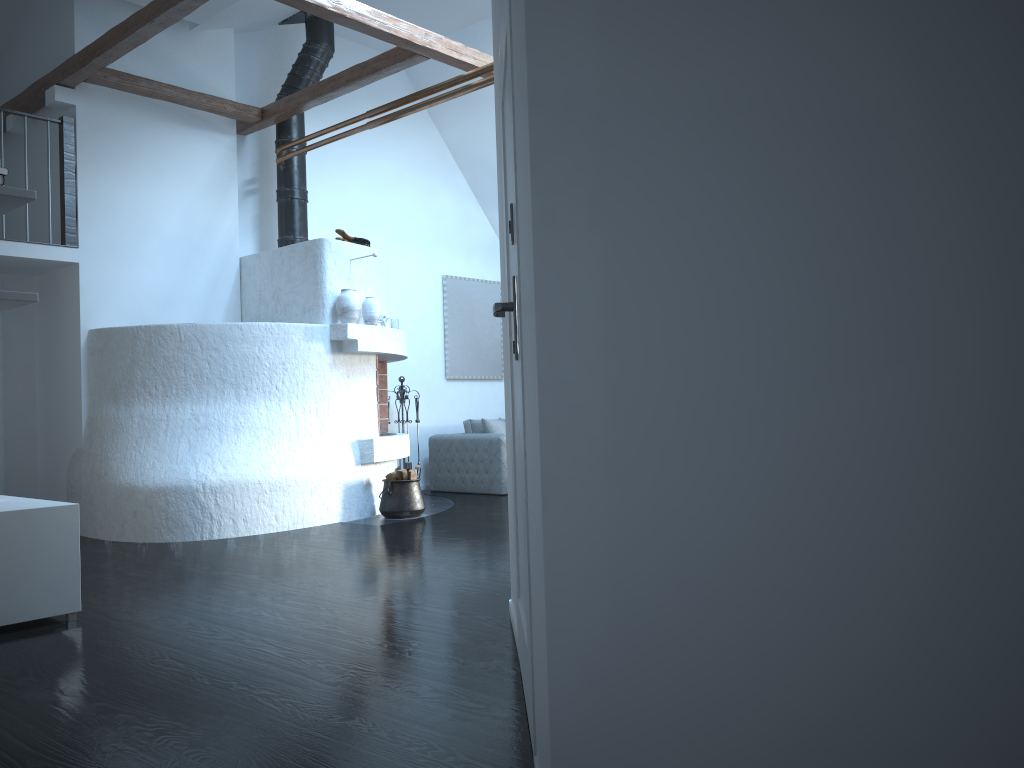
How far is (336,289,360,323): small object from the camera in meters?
7.2 m

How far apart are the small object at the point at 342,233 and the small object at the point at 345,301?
0.6 meters

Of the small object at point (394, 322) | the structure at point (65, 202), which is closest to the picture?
the small object at point (394, 322)

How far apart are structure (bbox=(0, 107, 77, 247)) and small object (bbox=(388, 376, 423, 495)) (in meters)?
3.36

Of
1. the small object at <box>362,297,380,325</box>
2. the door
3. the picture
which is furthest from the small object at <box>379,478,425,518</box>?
the door

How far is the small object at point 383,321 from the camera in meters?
7.6

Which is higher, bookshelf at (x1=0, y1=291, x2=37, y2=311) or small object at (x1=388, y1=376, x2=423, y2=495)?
bookshelf at (x1=0, y1=291, x2=37, y2=311)

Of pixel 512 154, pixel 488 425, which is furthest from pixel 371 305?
pixel 512 154

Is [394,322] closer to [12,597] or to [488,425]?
[488,425]

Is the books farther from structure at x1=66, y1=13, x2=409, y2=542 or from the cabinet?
structure at x1=66, y1=13, x2=409, y2=542
